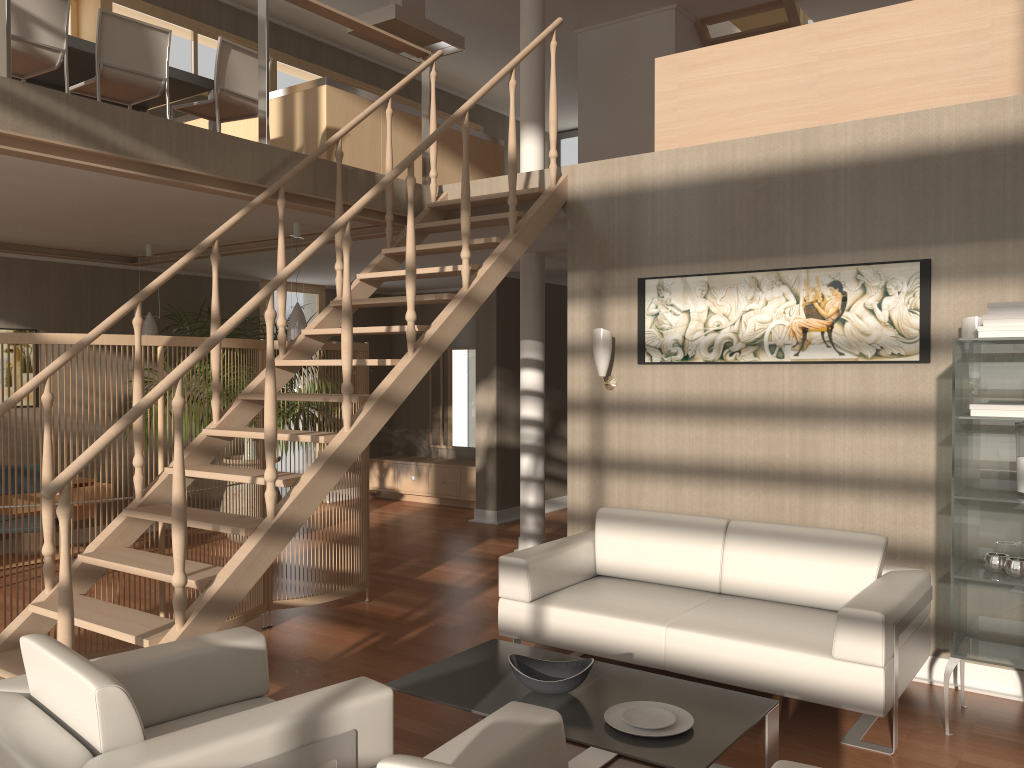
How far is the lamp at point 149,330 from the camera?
7.06m

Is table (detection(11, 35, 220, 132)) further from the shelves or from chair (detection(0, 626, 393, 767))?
the shelves

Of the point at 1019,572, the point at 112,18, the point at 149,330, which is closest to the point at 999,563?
the point at 1019,572

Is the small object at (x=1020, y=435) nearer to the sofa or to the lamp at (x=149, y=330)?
the sofa

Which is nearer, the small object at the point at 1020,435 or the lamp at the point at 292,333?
the small object at the point at 1020,435

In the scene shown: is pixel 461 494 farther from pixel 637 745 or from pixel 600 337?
pixel 637 745

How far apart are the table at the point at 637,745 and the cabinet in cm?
548

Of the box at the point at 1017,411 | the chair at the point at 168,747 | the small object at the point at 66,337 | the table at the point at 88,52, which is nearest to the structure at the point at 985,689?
the box at the point at 1017,411

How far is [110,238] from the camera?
6.77m

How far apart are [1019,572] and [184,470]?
3.2 meters
